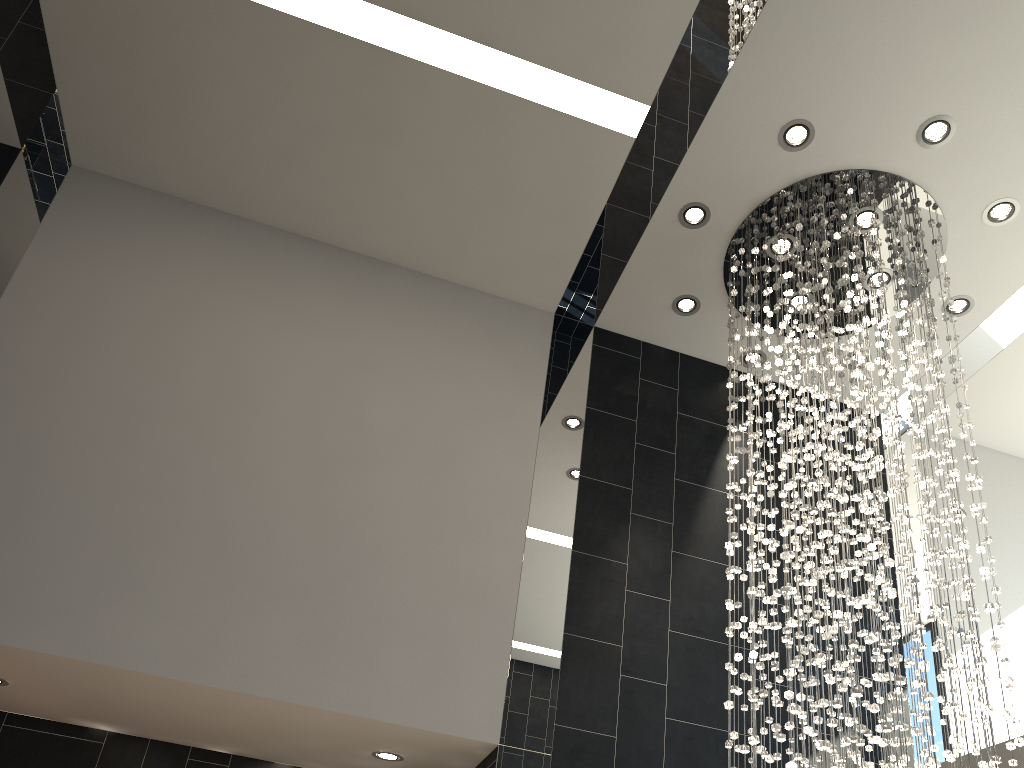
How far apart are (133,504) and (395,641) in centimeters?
157cm

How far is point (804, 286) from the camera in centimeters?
565cm

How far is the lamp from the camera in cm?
385

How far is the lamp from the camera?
3.85m
